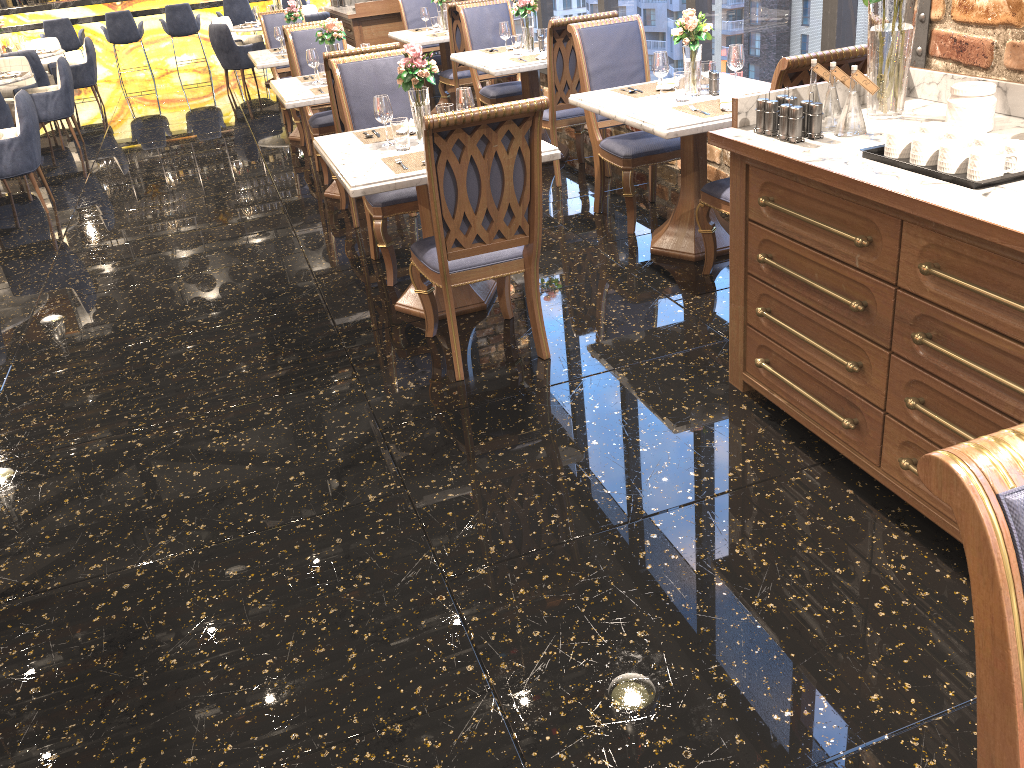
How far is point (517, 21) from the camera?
8.76m

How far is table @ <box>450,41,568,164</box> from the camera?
5.66m

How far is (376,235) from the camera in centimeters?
432cm

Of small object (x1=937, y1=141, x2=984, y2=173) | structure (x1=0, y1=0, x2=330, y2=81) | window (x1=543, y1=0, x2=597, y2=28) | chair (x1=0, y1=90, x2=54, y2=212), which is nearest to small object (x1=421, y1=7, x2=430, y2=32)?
window (x1=543, y1=0, x2=597, y2=28)

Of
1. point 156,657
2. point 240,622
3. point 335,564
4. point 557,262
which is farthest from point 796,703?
point 557,262

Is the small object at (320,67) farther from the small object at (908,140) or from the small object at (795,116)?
the small object at (908,140)

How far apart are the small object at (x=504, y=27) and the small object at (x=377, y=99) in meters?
2.6

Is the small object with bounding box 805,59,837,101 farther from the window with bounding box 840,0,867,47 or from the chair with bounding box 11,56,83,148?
the chair with bounding box 11,56,83,148

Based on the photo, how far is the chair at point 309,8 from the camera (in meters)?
11.97

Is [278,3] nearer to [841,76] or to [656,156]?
[656,156]
